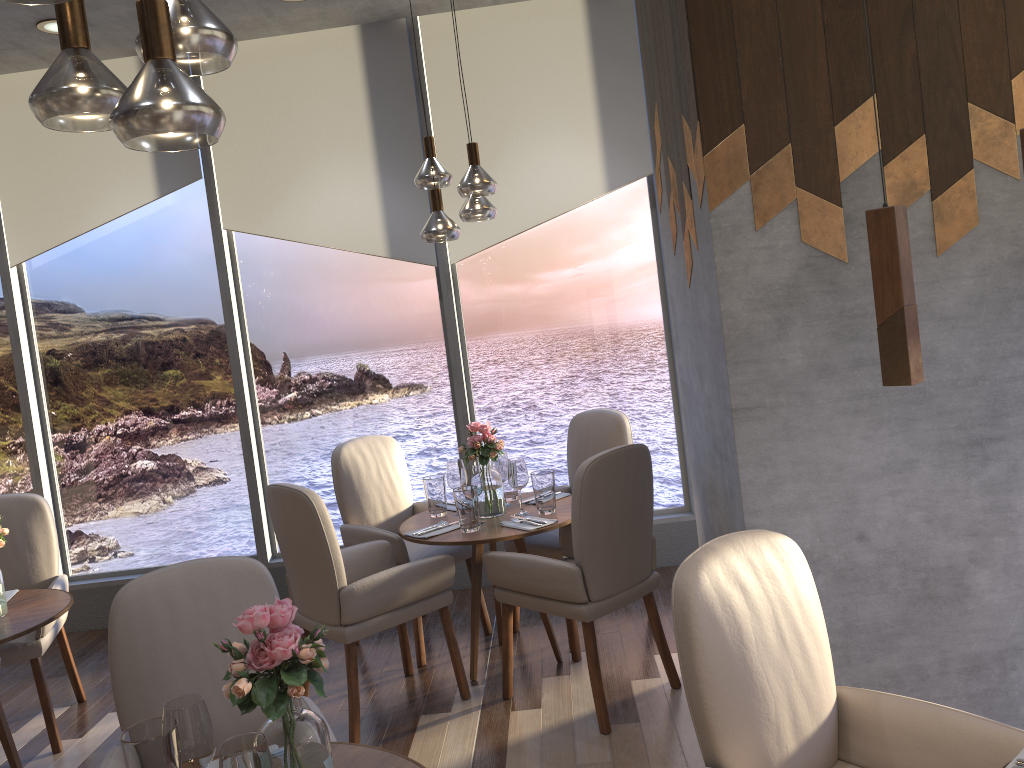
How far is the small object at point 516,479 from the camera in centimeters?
379cm

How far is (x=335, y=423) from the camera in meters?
5.1 m

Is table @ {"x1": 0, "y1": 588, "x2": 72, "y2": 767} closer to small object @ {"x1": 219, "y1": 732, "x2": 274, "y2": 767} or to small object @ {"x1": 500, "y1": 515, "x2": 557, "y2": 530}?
small object @ {"x1": 500, "y1": 515, "x2": 557, "y2": 530}

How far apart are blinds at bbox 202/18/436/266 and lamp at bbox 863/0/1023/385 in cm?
362

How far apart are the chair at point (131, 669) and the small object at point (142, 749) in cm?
43

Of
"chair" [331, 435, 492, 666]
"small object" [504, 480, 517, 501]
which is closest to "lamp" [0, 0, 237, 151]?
"chair" [331, 435, 492, 666]

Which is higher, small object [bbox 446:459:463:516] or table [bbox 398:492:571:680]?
small object [bbox 446:459:463:516]

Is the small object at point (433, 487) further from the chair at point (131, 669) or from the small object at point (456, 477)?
the chair at point (131, 669)

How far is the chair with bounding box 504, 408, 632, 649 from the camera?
4.09m

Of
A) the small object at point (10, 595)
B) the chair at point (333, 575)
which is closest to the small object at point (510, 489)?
the chair at point (333, 575)
